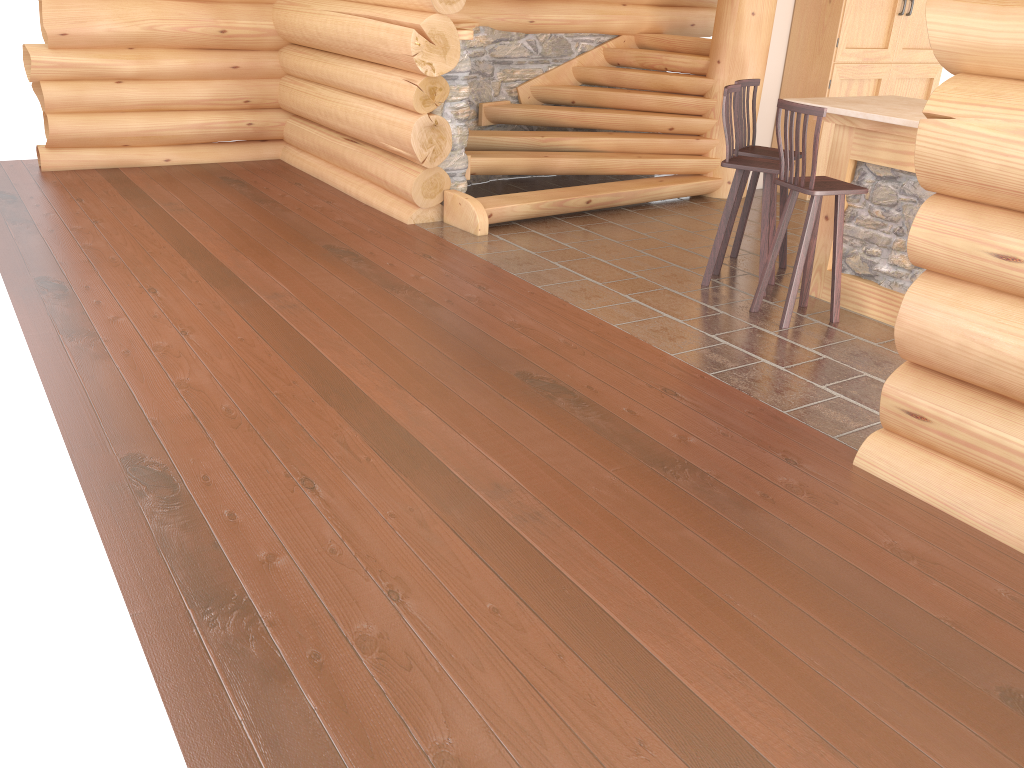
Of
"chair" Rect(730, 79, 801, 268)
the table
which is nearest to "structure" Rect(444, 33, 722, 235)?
"chair" Rect(730, 79, 801, 268)

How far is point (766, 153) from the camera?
6.3m

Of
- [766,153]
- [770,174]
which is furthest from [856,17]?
[770,174]

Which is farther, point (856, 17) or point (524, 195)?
point (856, 17)

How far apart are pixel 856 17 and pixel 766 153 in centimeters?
325cm

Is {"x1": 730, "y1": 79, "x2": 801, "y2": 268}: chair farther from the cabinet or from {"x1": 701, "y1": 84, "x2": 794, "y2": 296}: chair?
the cabinet

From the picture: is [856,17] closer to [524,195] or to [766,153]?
[766,153]

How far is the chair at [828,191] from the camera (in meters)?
5.15

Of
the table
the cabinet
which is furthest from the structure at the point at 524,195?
the table

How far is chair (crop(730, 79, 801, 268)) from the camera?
6.3 meters
